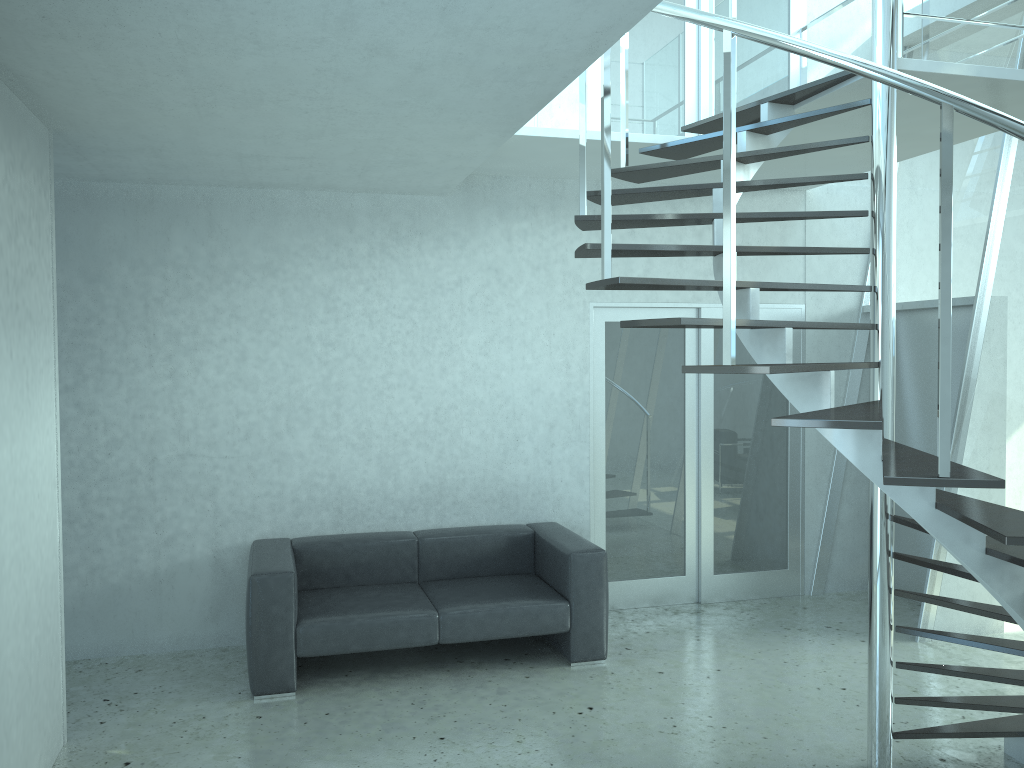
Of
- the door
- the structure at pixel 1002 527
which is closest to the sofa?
the door

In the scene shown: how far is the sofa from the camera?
4.60m

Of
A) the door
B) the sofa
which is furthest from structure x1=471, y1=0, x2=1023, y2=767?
the sofa

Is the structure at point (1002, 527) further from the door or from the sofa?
the sofa

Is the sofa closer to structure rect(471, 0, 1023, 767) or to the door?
the door

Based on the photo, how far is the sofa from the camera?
4.6 meters

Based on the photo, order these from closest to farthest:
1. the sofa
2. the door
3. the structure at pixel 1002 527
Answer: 1. the structure at pixel 1002 527
2. the sofa
3. the door

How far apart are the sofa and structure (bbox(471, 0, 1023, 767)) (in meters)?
1.66

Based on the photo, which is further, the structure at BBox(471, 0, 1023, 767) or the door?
the door

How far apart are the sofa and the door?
0.5m
